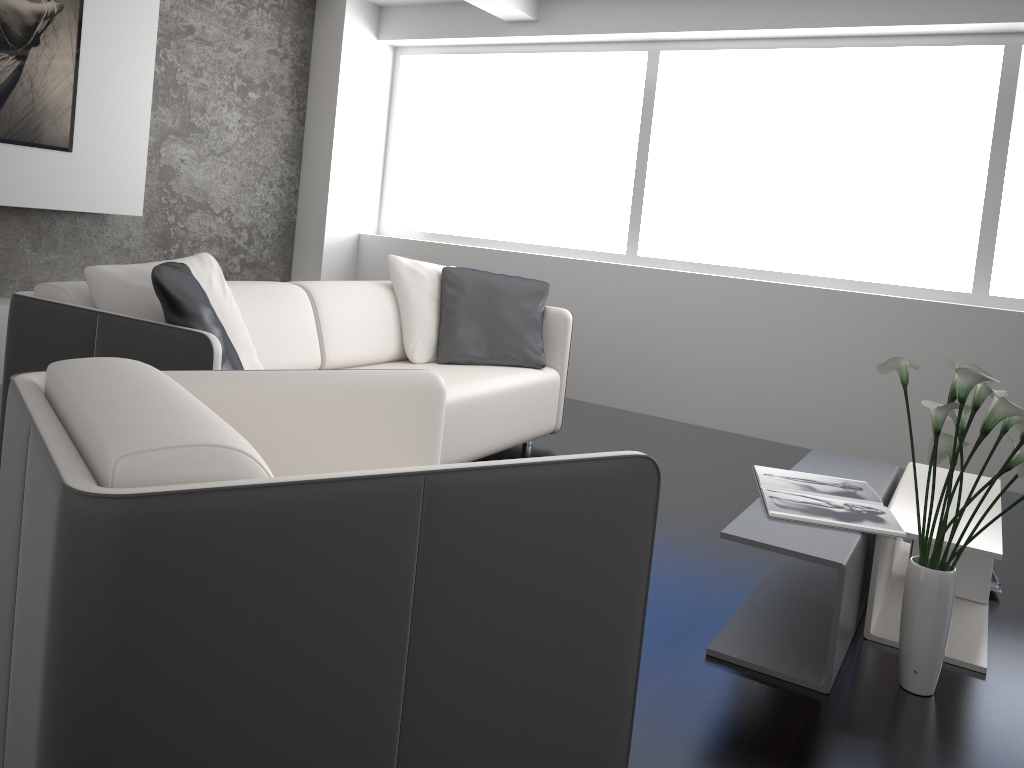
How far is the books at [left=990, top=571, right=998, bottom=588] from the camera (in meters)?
2.88

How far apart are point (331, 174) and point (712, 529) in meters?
3.9

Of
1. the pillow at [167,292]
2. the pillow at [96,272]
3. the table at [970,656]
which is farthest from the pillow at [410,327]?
the table at [970,656]

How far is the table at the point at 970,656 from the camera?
2.4 meters

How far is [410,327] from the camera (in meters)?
3.97

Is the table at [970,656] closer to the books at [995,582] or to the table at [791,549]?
the table at [791,549]

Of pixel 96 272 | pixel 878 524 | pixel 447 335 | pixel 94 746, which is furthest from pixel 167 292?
pixel 878 524

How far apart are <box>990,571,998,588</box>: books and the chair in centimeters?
188cm

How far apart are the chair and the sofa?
0.5m

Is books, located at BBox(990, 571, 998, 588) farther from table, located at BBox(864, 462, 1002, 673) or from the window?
the window
